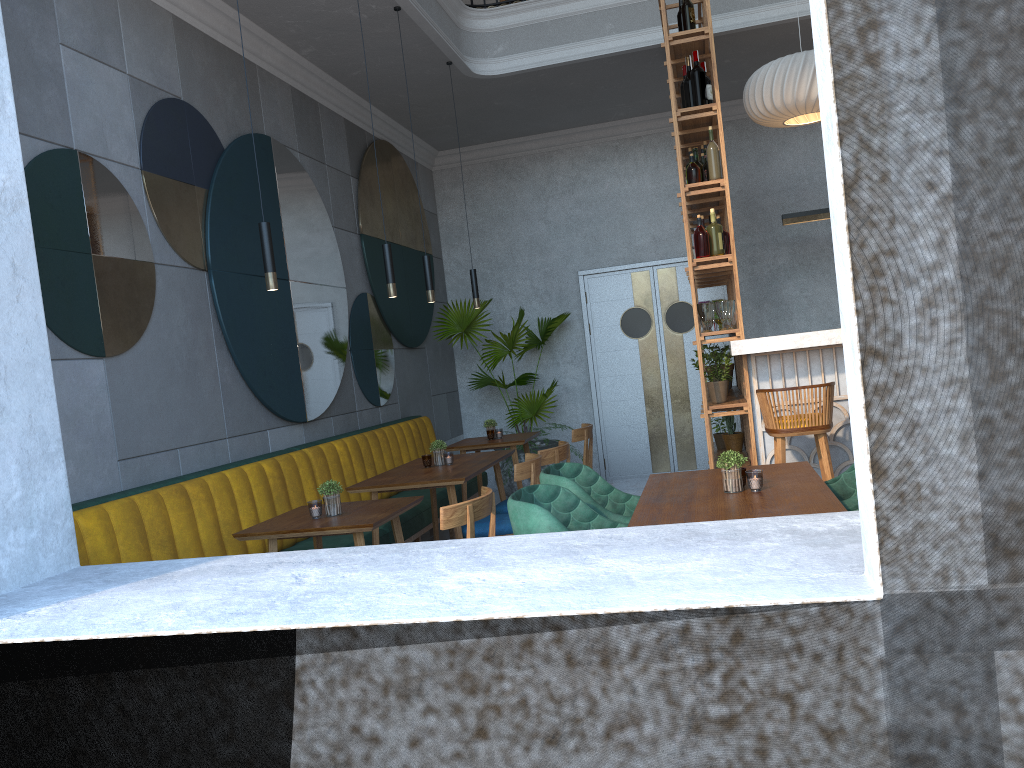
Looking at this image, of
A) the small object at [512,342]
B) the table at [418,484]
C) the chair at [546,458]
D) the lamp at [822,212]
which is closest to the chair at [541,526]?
the table at [418,484]

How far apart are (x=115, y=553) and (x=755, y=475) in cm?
247

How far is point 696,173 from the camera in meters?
5.2

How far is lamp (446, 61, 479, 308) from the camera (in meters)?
6.47

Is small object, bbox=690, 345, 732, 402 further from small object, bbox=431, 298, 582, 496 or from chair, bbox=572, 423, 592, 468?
small object, bbox=431, 298, 582, 496

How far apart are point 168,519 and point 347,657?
1.5 meters

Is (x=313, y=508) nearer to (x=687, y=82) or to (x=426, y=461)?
(x=426, y=461)

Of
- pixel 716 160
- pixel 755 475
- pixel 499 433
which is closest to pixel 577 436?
pixel 499 433

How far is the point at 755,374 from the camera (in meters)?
5.07

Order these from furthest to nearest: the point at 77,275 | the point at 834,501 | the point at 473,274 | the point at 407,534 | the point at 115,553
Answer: the point at 473,274
the point at 407,534
the point at 77,275
the point at 115,553
the point at 834,501
